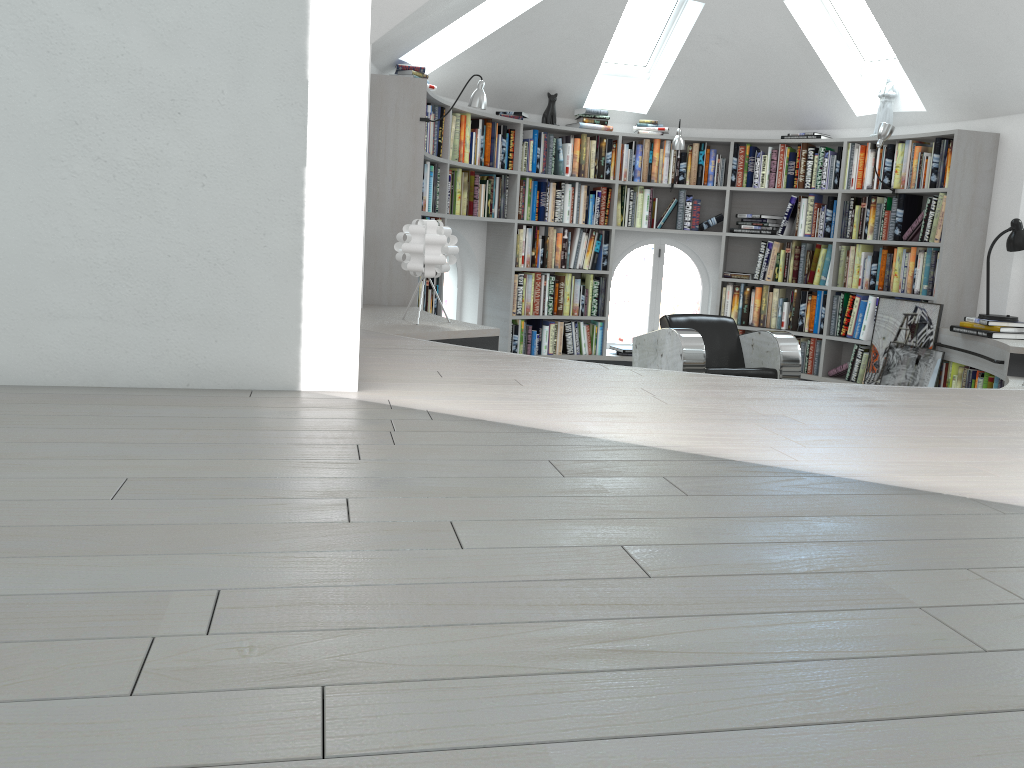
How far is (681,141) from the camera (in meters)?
7.06

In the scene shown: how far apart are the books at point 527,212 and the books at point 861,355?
1.90m

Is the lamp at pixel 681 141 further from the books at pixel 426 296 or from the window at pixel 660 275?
the books at pixel 426 296

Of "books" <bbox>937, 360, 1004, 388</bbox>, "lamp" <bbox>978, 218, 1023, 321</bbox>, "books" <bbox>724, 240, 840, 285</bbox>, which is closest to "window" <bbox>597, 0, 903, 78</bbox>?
"books" <bbox>724, 240, 840, 285</bbox>

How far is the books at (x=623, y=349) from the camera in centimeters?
766cm

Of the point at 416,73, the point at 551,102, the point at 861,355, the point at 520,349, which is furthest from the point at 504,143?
the point at 861,355

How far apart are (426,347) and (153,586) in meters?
2.5

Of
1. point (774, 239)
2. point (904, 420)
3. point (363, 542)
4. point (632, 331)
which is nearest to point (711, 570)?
point (363, 542)

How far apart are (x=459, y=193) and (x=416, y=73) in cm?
106

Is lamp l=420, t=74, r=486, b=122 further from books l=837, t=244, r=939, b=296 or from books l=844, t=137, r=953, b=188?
books l=837, t=244, r=939, b=296
